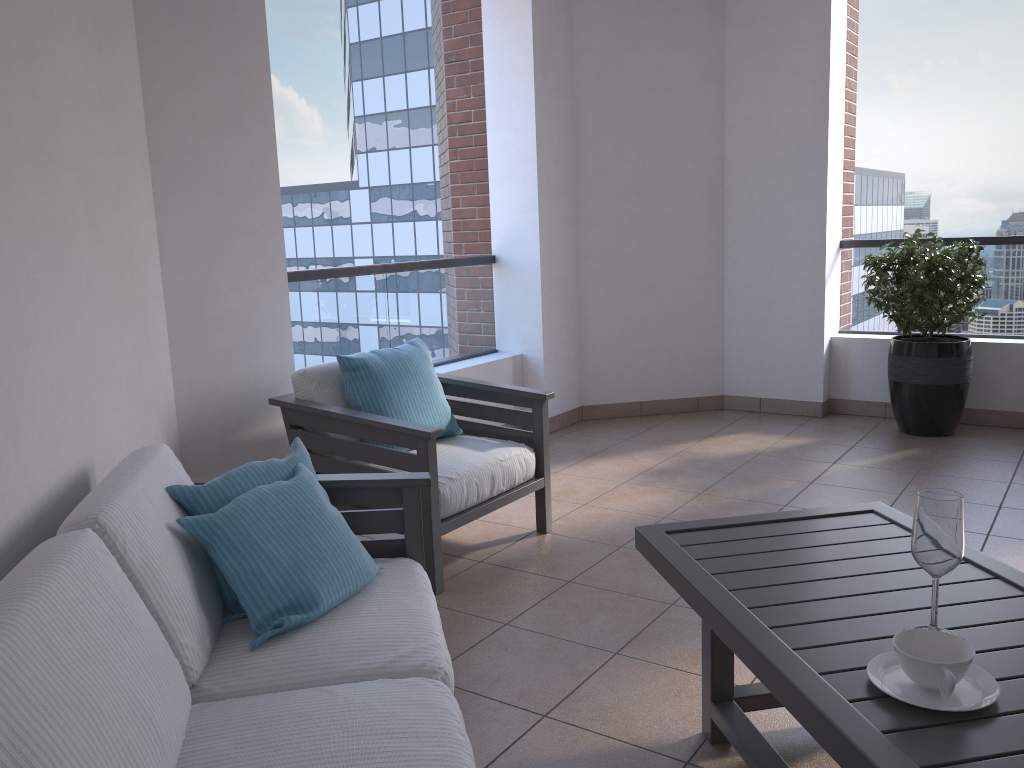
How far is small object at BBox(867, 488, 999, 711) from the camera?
1.4 meters

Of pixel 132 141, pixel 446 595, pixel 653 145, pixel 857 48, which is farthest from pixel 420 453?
pixel 857 48

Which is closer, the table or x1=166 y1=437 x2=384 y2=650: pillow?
the table

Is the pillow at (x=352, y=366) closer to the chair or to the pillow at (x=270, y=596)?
the chair

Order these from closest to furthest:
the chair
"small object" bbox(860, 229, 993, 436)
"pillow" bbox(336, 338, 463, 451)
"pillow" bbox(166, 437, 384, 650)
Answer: "pillow" bbox(166, 437, 384, 650)
the chair
"pillow" bbox(336, 338, 463, 451)
"small object" bbox(860, 229, 993, 436)

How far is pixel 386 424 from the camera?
3.1 meters

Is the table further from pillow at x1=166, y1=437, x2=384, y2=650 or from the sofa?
pillow at x1=166, y1=437, x2=384, y2=650

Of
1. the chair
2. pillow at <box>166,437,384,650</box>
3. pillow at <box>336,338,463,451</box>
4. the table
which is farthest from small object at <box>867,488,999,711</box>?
pillow at <box>336,338,463,451</box>

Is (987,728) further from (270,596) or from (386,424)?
(386,424)

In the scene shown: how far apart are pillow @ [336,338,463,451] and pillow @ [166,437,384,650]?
1.05m
